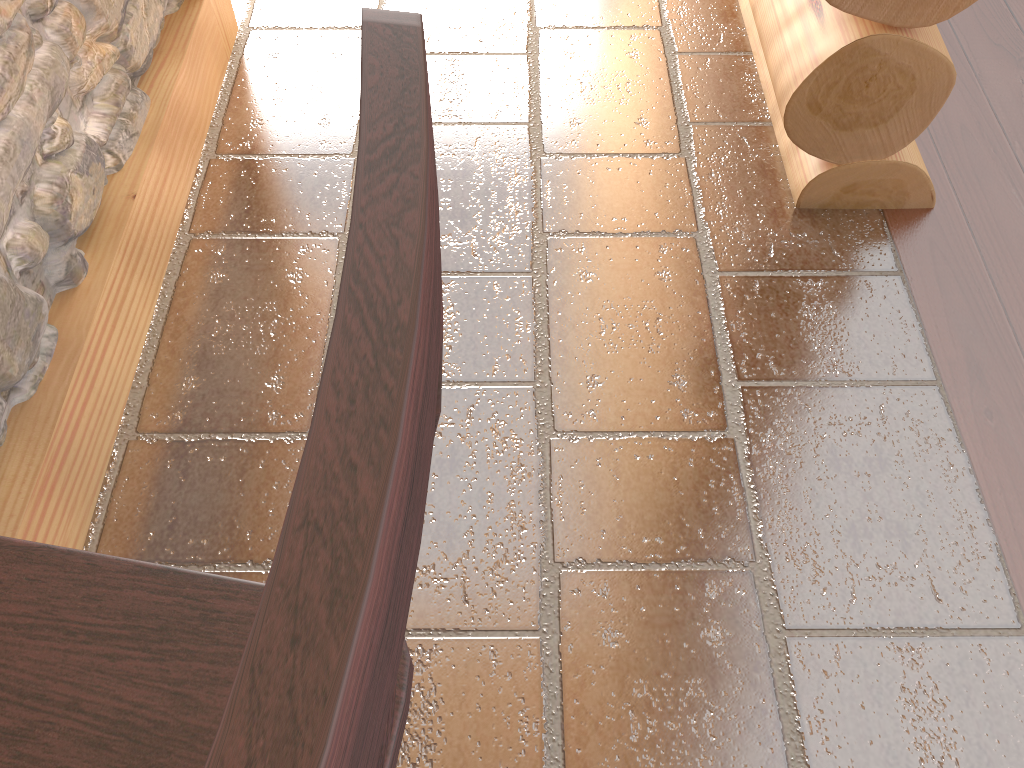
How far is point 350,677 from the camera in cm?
15

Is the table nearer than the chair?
No

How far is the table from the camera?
1.47m

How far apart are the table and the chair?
0.8m

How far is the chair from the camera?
0.2m

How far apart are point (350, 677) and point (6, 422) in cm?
155

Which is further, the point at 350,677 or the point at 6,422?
the point at 6,422

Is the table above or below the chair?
below

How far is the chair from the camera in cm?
15
